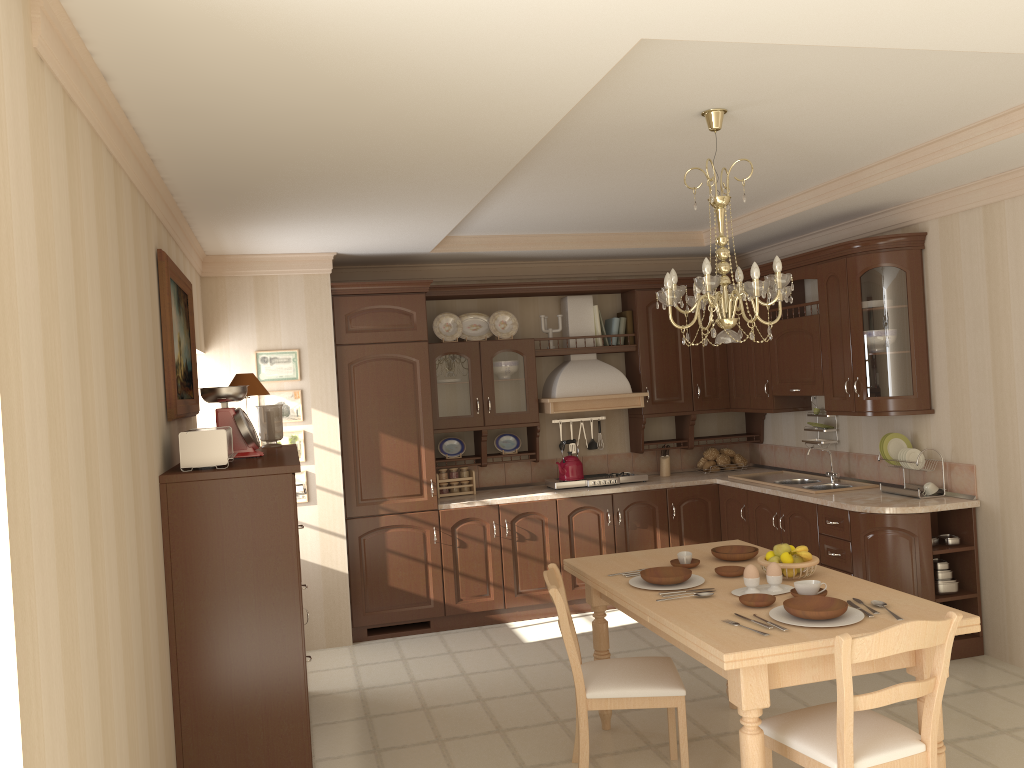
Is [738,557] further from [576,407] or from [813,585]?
[576,407]

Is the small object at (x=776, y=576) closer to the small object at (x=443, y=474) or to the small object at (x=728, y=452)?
the small object at (x=443, y=474)

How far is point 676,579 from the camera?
3.4m

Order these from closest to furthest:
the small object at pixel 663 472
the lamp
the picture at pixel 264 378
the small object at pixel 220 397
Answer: the lamp
the small object at pixel 220 397
the picture at pixel 264 378
the small object at pixel 663 472

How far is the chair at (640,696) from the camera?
3.34m

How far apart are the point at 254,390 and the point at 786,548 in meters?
2.6 m

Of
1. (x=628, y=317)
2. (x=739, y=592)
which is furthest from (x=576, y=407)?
(x=739, y=592)

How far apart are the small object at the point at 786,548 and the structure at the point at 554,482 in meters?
2.8

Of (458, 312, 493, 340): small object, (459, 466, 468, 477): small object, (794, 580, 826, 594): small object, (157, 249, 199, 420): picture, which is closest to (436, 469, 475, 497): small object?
(459, 466, 468, 477): small object

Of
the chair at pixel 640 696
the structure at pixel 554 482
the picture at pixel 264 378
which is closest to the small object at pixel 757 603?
the chair at pixel 640 696
